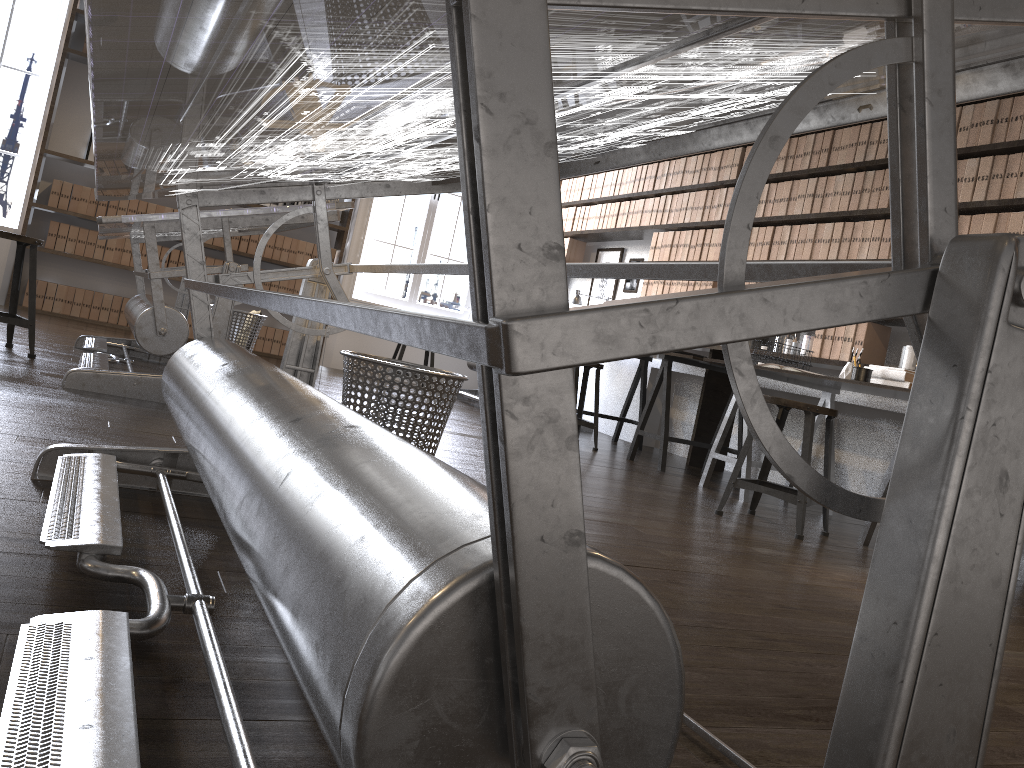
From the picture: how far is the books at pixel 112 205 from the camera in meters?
7.1

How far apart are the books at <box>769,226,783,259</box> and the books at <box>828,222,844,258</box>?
0.5 meters

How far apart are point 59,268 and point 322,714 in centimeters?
761cm

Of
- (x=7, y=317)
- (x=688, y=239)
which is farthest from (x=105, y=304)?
(x=688, y=239)

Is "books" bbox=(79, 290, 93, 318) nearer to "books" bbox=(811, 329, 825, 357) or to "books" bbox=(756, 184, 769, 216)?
"books" bbox=(756, 184, 769, 216)

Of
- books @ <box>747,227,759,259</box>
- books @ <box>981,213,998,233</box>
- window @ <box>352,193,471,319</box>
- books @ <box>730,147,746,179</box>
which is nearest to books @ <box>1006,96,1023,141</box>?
books @ <box>981,213,998,233</box>

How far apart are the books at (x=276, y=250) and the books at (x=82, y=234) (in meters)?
1.48

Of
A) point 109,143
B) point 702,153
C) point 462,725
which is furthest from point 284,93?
point 702,153

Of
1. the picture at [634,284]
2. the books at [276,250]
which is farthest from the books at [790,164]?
the books at [276,250]

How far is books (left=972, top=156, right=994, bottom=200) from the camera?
4.1m
